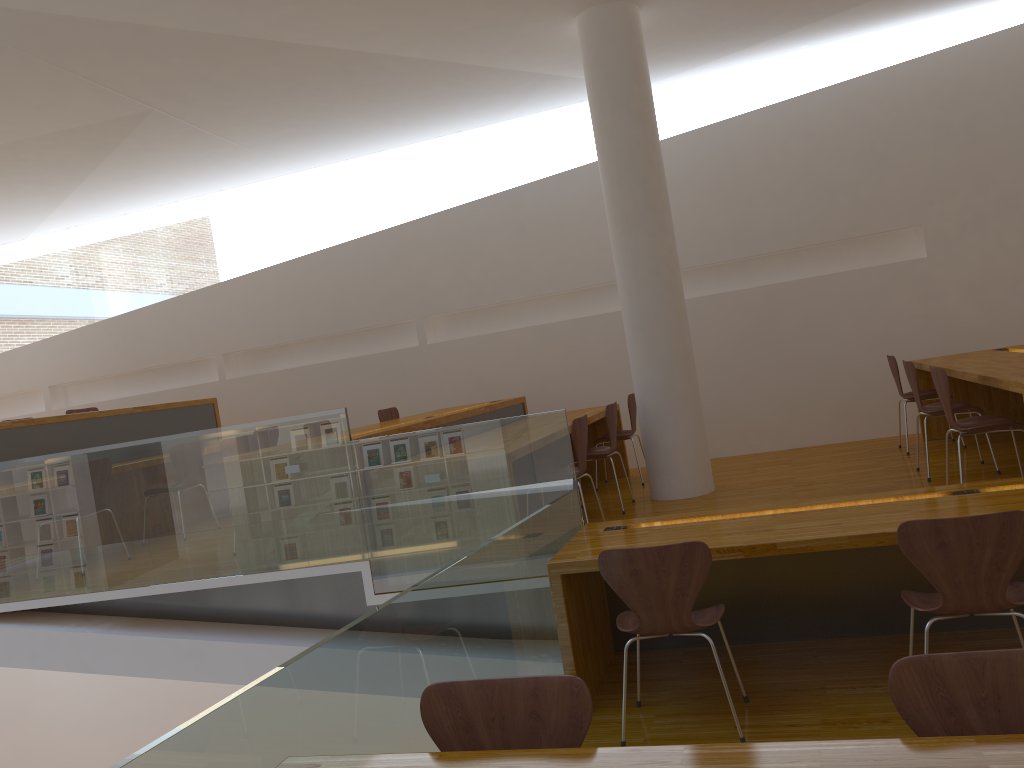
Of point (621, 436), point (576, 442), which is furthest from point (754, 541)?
point (621, 436)

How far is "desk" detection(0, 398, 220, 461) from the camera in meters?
6.0 m

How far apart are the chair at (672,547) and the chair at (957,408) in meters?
2.6 m

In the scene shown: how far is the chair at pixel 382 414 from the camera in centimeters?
732cm

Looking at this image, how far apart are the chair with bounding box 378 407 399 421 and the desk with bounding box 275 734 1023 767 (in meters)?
5.44

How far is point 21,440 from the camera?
5.97m

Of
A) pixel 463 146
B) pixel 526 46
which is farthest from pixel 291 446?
pixel 463 146

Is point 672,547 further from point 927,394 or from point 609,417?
point 927,394

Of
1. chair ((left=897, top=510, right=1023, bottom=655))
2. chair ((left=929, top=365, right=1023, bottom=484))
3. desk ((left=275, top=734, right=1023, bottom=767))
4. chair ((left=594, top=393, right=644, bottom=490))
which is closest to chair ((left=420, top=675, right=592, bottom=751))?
desk ((left=275, top=734, right=1023, bottom=767))

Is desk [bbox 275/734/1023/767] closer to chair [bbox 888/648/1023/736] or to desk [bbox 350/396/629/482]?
chair [bbox 888/648/1023/736]
